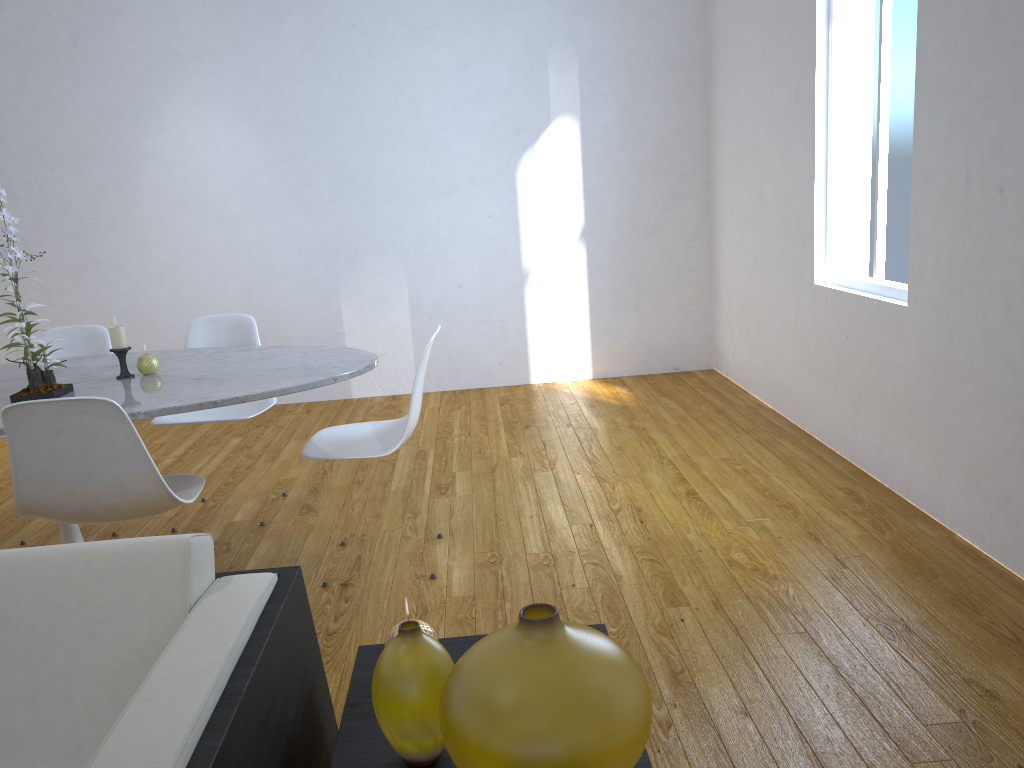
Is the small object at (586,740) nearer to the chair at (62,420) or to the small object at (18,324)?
the chair at (62,420)

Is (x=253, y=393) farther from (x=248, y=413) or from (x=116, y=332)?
(x=248, y=413)

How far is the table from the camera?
2.2 meters

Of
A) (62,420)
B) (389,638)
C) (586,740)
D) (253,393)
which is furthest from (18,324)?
(586,740)

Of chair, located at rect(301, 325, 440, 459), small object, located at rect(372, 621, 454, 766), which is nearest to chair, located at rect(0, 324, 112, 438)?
chair, located at rect(301, 325, 440, 459)

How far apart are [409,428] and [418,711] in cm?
159

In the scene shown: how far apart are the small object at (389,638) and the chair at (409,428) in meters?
1.3 m

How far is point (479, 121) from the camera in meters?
4.8

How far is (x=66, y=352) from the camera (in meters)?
3.27

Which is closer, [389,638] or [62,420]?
[389,638]
